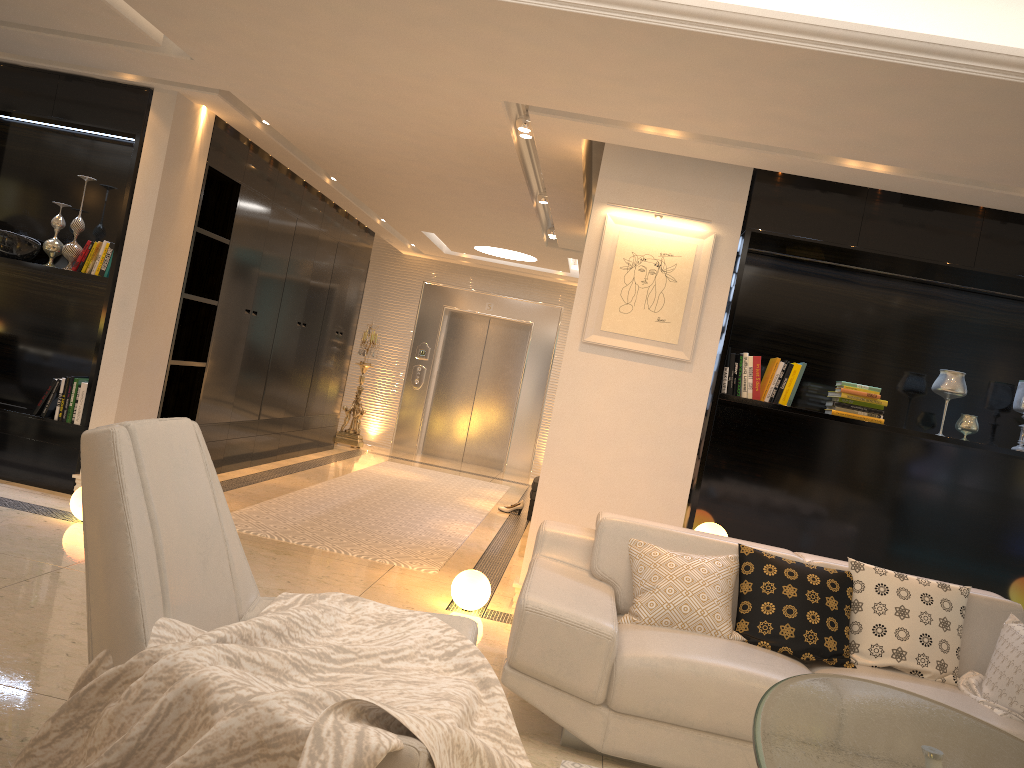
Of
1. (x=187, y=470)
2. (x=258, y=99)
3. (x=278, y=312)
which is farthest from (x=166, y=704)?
(x=278, y=312)

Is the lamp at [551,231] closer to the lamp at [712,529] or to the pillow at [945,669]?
the lamp at [712,529]

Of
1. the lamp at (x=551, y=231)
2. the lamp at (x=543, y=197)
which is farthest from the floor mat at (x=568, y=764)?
the lamp at (x=551, y=231)

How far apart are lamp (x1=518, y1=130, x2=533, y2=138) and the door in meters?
6.7 m

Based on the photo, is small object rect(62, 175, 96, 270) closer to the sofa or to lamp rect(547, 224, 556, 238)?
the sofa

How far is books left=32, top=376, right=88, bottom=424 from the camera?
5.6m

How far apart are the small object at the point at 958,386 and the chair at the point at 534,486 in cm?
394

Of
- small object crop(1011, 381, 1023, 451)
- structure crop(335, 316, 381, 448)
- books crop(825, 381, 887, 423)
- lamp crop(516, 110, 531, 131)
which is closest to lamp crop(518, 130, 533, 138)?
lamp crop(516, 110, 531, 131)

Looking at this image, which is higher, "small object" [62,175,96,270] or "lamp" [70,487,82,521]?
"small object" [62,175,96,270]

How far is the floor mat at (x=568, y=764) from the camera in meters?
3.0 m
